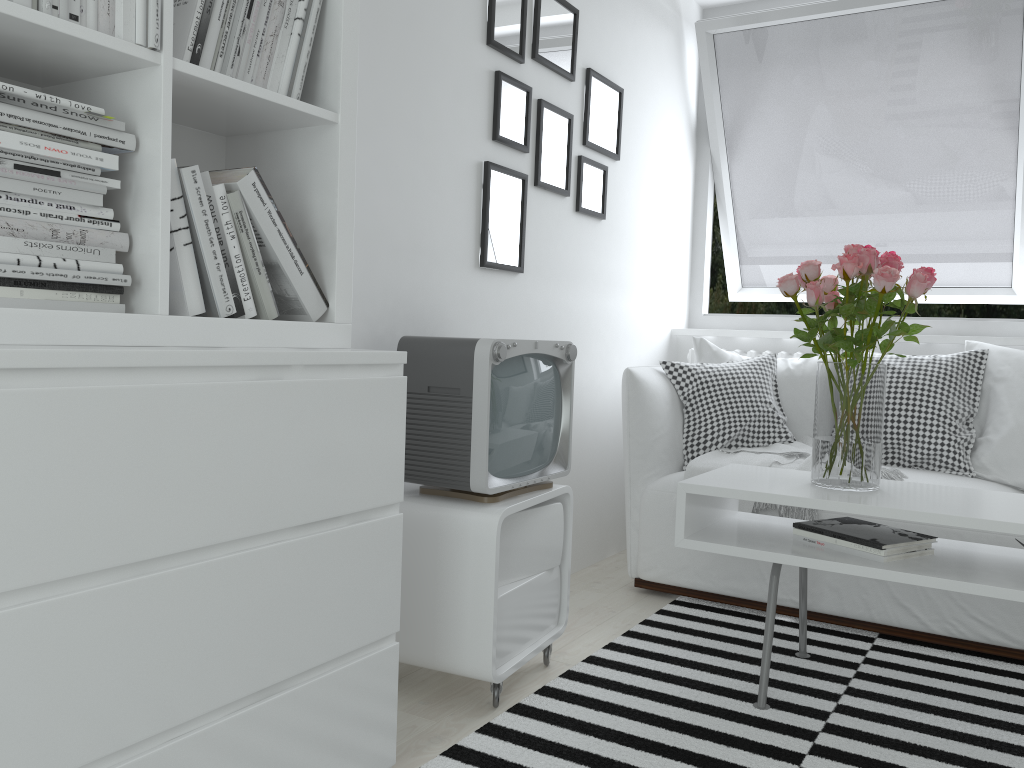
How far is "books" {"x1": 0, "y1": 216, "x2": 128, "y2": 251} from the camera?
1.18m

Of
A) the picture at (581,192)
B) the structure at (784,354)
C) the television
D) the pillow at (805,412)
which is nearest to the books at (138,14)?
the television

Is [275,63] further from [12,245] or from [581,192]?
[581,192]

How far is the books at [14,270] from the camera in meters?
1.2

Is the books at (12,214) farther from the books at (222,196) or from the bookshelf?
the books at (222,196)

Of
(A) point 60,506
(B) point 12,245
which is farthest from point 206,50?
(A) point 60,506

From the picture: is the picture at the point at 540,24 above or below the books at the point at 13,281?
above

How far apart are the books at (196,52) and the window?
2.85m

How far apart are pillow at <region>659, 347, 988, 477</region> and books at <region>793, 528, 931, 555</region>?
0.9m

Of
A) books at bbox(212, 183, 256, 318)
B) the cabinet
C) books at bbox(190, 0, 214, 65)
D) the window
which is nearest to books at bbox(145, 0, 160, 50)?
books at bbox(190, 0, 214, 65)
